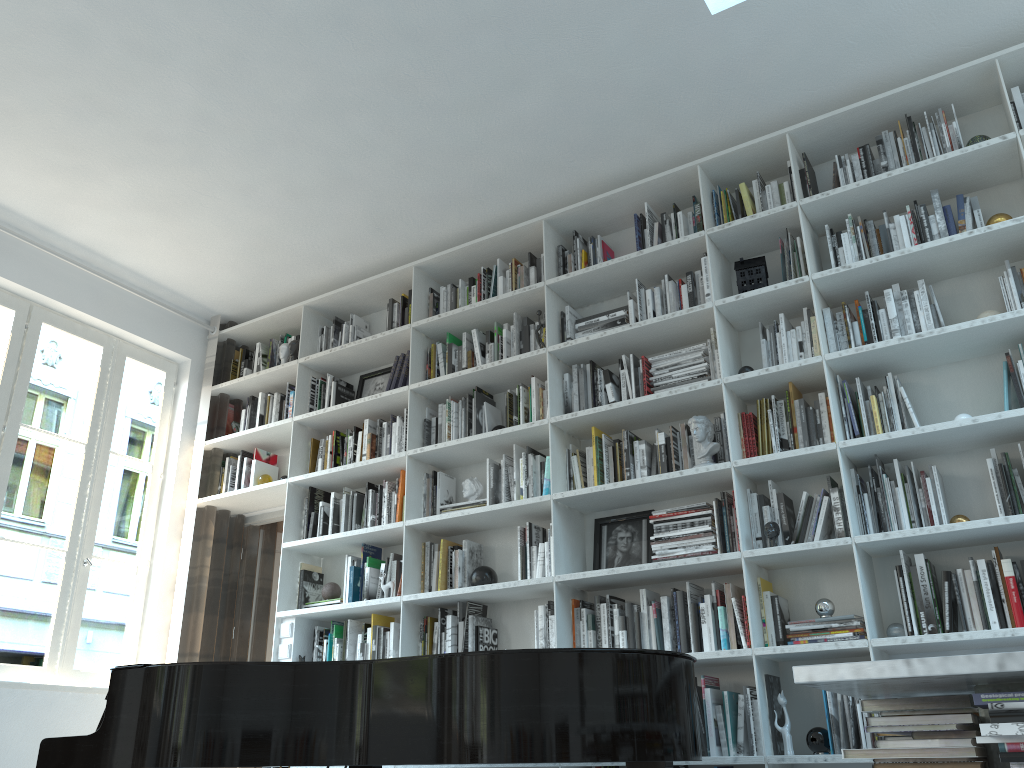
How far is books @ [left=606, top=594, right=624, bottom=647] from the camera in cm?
381

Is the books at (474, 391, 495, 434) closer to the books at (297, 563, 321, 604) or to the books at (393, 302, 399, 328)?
the books at (393, 302, 399, 328)

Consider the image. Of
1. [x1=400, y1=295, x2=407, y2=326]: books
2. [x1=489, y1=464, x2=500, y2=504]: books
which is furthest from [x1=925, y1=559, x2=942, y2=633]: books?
[x1=400, y1=295, x2=407, y2=326]: books

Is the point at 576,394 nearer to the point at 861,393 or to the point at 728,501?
the point at 728,501

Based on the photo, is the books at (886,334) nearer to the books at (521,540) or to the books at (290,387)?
the books at (521,540)

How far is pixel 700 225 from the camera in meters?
4.2

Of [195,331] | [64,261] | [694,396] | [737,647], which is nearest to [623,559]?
[737,647]

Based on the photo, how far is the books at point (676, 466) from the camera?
3.8m

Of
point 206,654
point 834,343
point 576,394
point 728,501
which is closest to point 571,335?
point 576,394

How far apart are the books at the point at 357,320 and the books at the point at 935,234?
3.19m
